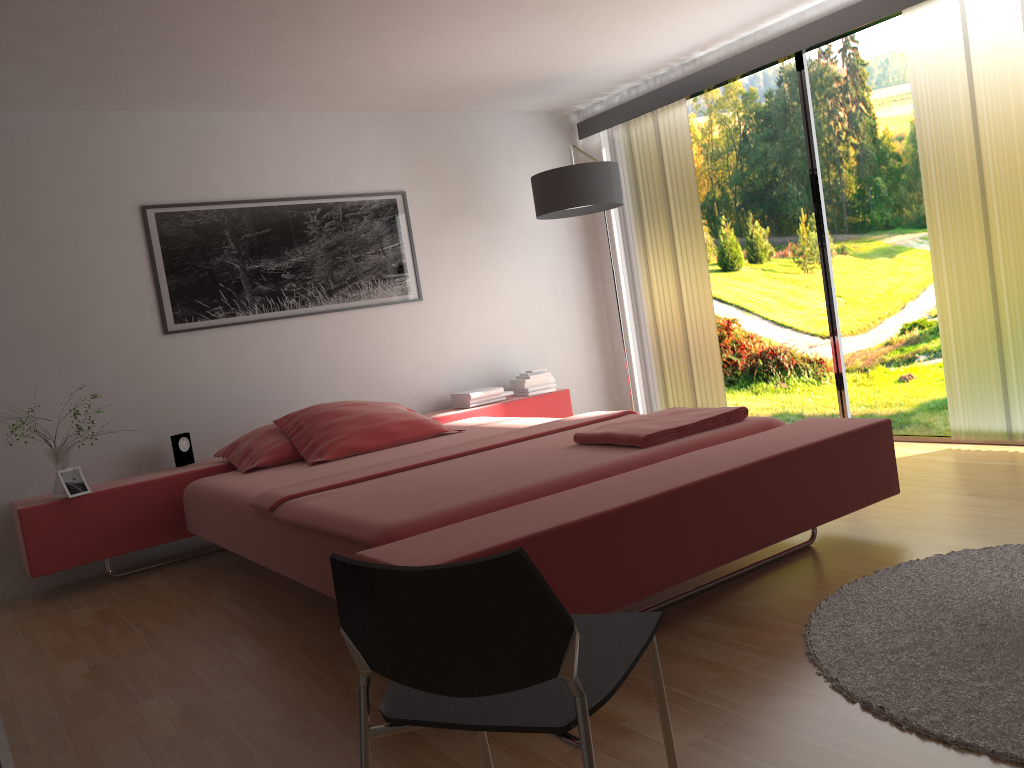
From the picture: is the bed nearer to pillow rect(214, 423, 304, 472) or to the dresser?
pillow rect(214, 423, 304, 472)

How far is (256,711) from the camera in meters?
2.4

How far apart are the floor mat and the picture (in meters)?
3.27

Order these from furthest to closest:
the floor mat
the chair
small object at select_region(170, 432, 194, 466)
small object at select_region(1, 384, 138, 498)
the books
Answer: the books
small object at select_region(170, 432, 194, 466)
small object at select_region(1, 384, 138, 498)
the floor mat
the chair

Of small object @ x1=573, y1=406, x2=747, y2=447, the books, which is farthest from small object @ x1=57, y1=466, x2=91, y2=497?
small object @ x1=573, y1=406, x2=747, y2=447

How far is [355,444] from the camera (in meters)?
4.07

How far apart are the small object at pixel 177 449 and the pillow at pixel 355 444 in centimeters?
51cm

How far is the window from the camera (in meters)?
4.66

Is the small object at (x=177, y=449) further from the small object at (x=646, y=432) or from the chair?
the chair

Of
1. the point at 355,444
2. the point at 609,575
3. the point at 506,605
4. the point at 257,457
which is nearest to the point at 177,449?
the point at 257,457
